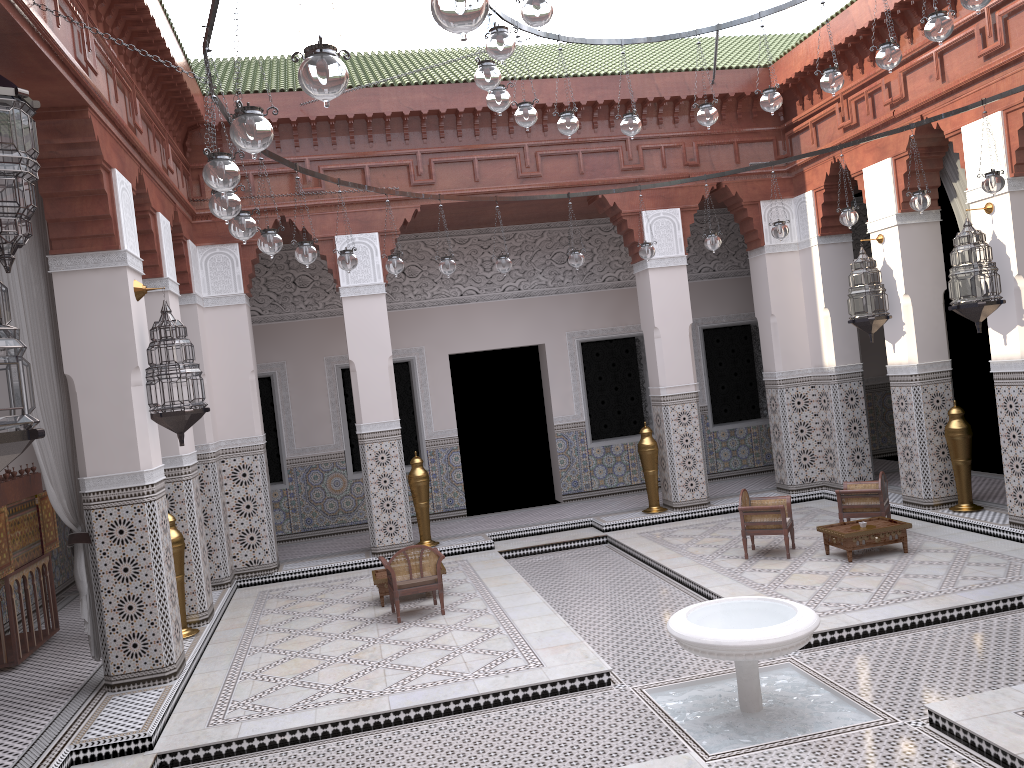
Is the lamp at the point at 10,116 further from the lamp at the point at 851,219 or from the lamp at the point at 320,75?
the lamp at the point at 851,219

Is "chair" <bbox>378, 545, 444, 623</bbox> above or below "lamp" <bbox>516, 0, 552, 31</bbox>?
below

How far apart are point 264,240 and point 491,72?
0.89m

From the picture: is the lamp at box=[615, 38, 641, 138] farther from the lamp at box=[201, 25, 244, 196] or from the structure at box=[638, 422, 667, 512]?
the structure at box=[638, 422, 667, 512]

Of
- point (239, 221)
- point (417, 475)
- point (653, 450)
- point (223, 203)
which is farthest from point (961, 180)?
point (223, 203)

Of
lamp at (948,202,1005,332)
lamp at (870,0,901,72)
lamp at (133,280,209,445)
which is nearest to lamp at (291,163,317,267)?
lamp at (133,280,209,445)

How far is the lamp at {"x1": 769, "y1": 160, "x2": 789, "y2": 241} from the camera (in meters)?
4.00

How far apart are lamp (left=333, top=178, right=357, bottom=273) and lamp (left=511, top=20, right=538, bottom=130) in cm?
86

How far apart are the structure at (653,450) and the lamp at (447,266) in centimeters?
189cm

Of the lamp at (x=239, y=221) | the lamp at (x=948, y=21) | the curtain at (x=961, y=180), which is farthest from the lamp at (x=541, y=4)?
the curtain at (x=961, y=180)
